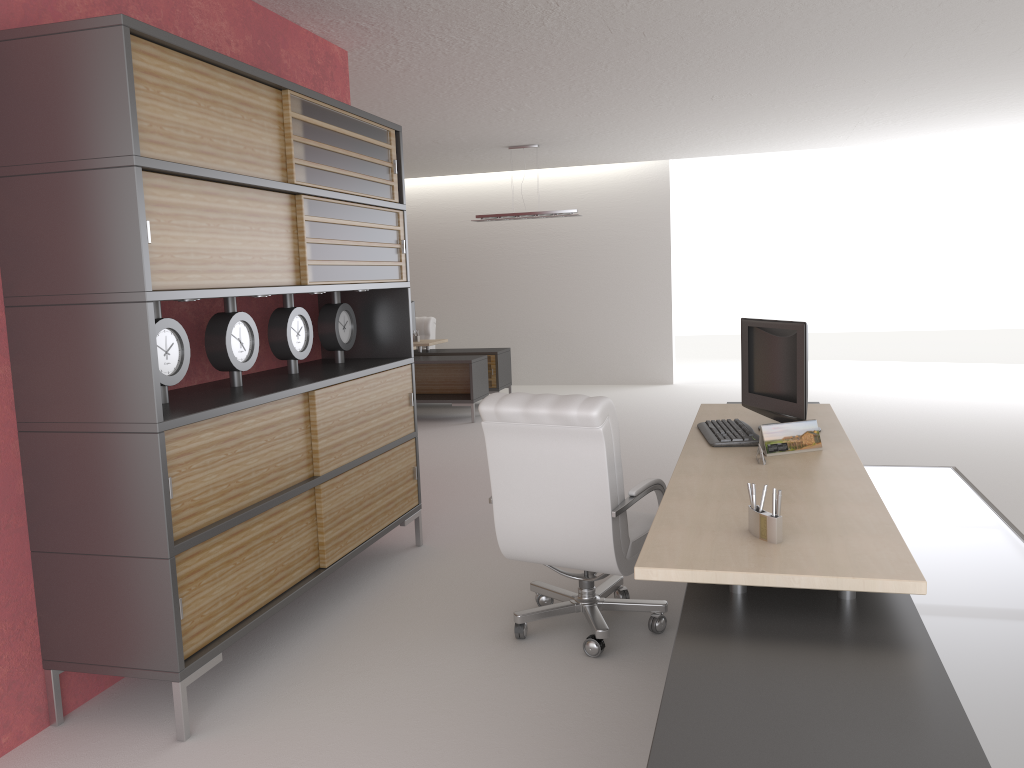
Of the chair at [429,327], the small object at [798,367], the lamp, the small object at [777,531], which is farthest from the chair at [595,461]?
the chair at [429,327]

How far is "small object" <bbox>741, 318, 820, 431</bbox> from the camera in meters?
5.8

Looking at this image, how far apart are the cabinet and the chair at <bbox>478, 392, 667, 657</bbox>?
1.27m

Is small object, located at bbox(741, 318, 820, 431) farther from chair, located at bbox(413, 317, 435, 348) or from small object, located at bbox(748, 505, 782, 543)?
chair, located at bbox(413, 317, 435, 348)

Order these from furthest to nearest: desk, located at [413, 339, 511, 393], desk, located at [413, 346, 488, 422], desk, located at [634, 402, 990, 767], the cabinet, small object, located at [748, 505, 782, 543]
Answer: desk, located at [413, 339, 511, 393], desk, located at [413, 346, 488, 422], the cabinet, small object, located at [748, 505, 782, 543], desk, located at [634, 402, 990, 767]

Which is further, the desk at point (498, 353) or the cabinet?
the desk at point (498, 353)

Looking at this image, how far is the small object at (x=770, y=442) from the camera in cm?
537

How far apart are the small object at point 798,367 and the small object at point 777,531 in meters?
2.2

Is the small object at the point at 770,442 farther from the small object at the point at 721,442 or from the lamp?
the lamp

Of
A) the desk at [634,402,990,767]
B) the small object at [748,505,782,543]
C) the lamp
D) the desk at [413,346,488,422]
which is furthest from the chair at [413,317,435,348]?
the small object at [748,505,782,543]
